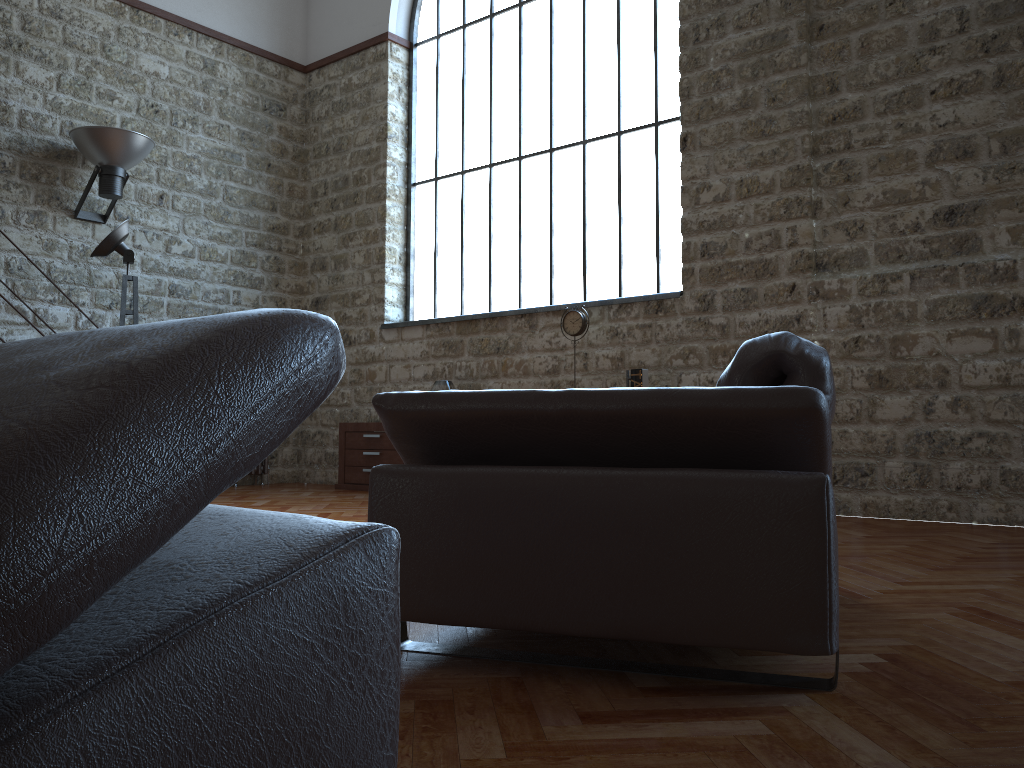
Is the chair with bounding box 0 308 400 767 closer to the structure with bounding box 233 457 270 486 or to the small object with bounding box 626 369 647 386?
the small object with bounding box 626 369 647 386

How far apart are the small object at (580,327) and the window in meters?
0.6 m

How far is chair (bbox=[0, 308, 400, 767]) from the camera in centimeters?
50cm

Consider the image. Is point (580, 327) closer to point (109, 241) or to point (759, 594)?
point (109, 241)

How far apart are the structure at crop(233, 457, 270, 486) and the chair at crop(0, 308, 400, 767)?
7.90m

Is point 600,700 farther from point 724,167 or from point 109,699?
point 724,167

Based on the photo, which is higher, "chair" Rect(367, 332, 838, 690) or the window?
the window

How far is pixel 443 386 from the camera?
7.28m

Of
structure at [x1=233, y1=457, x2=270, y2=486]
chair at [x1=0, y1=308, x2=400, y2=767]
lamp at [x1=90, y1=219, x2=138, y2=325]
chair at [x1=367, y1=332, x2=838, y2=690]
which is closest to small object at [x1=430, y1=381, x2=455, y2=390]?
structure at [x1=233, y1=457, x2=270, y2=486]

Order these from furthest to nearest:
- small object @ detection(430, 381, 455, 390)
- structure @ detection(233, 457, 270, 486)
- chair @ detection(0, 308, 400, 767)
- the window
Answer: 1. structure @ detection(233, 457, 270, 486)
2. small object @ detection(430, 381, 455, 390)
3. the window
4. chair @ detection(0, 308, 400, 767)
